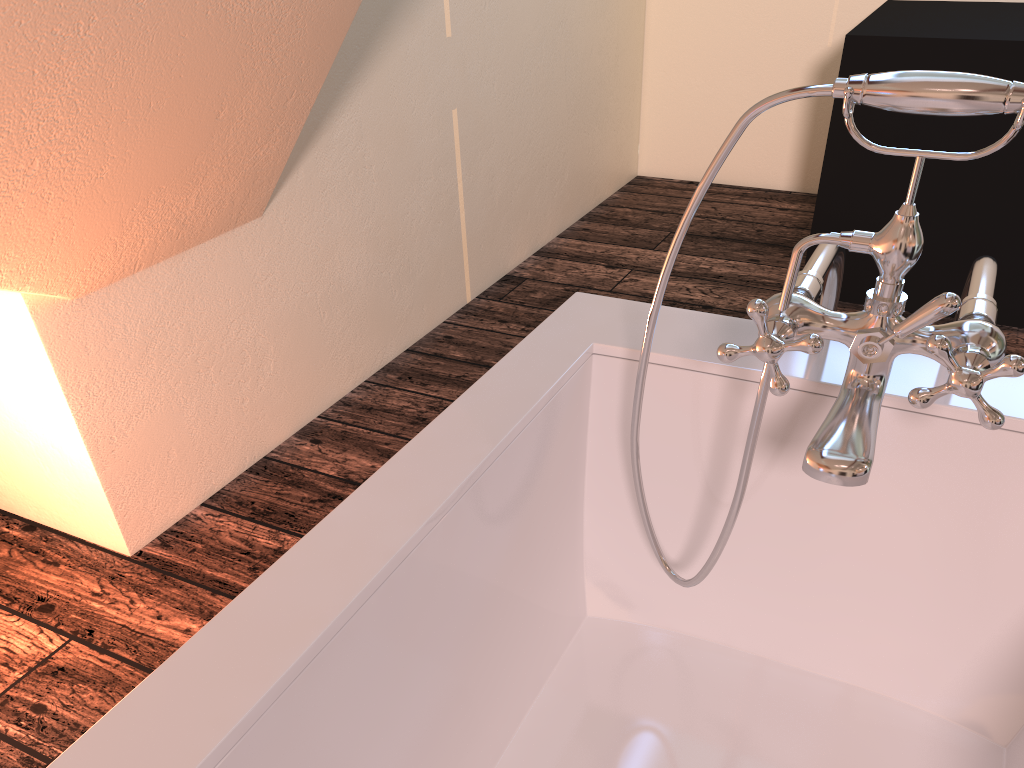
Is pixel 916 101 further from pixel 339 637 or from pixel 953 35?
pixel 953 35

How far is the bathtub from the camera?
0.72m

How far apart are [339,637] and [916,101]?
0.6 meters

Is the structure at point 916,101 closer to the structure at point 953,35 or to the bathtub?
the bathtub

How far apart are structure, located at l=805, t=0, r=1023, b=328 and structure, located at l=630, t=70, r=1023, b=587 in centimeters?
163cm

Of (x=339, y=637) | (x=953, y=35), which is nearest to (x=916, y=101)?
(x=339, y=637)

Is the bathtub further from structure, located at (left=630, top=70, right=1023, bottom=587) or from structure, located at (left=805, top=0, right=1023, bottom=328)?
structure, located at (left=805, top=0, right=1023, bottom=328)

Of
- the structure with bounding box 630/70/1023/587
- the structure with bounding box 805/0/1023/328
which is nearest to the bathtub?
the structure with bounding box 630/70/1023/587

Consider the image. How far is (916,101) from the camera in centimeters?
68cm

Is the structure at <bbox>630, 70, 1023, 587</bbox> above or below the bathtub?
above
